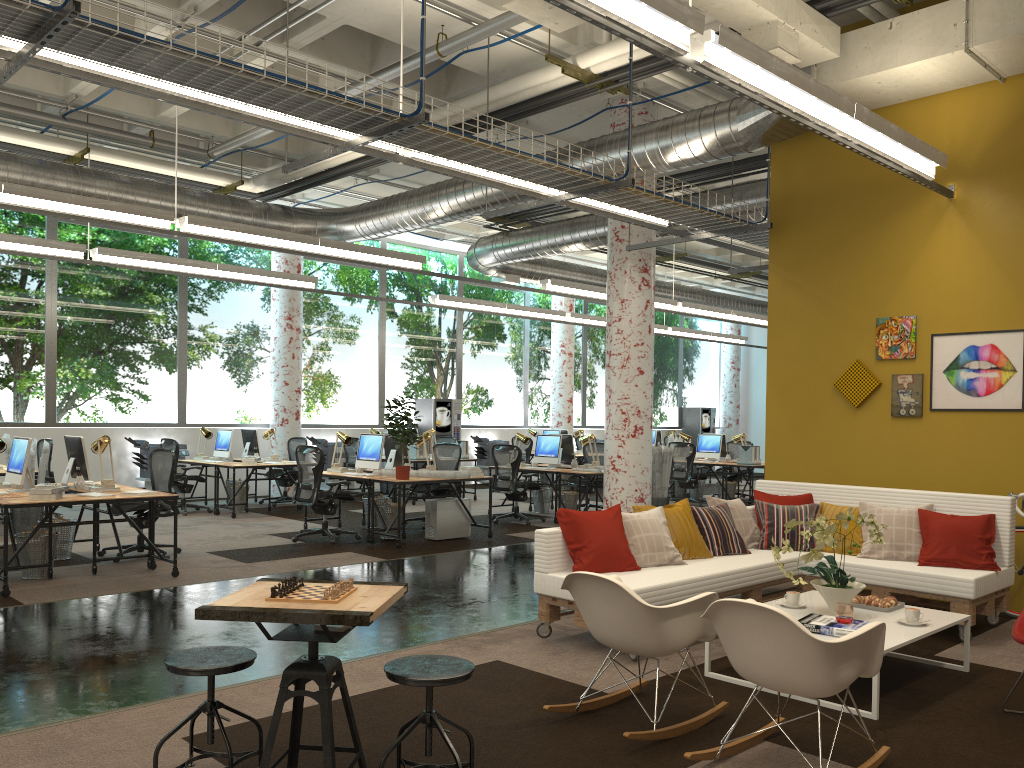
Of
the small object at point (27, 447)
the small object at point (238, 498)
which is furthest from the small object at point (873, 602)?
the small object at point (238, 498)

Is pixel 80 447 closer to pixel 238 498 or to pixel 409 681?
pixel 238 498

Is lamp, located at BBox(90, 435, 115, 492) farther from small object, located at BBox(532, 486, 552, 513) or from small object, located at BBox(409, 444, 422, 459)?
small object, located at BBox(532, 486, 552, 513)

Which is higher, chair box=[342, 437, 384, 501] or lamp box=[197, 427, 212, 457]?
lamp box=[197, 427, 212, 457]

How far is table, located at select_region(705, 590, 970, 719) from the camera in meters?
4.5

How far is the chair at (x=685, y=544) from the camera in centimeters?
623cm

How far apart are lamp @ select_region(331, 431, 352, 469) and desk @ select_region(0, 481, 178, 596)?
2.9m

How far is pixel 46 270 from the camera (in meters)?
13.27

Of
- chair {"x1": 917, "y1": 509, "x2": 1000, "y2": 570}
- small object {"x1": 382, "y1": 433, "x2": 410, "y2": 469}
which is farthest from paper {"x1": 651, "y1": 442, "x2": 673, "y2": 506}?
chair {"x1": 917, "y1": 509, "x2": 1000, "y2": 570}

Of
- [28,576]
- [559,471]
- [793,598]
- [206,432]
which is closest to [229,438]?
[206,432]
